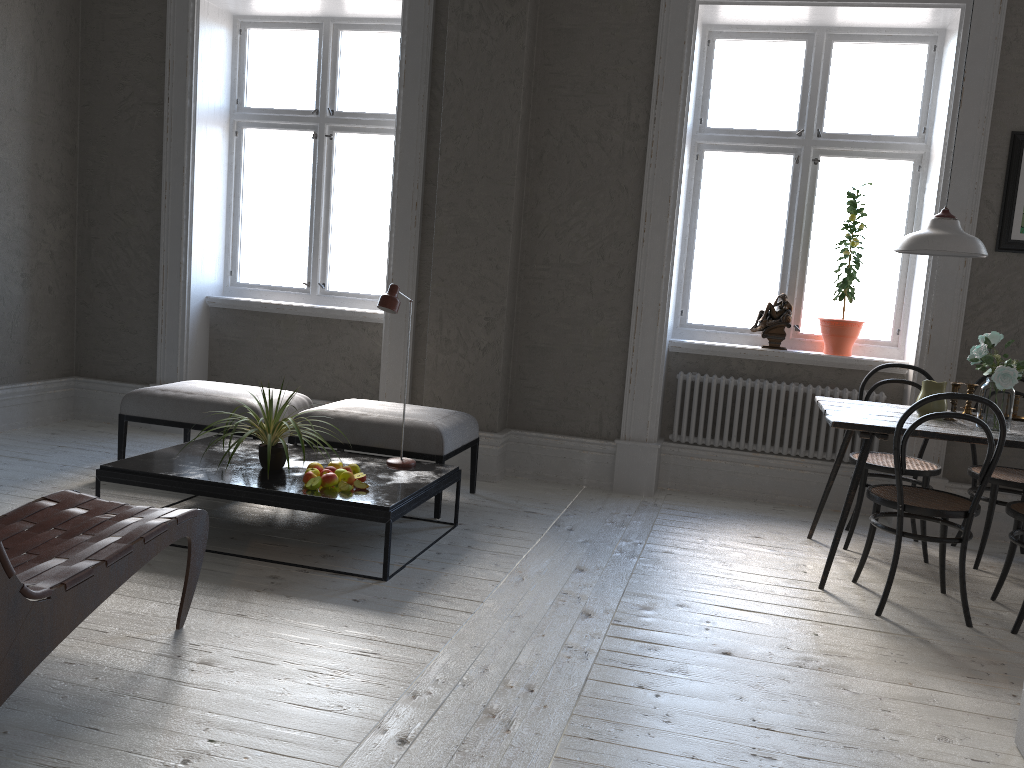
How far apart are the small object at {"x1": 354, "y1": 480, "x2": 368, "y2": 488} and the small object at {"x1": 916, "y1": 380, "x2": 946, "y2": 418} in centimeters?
246cm

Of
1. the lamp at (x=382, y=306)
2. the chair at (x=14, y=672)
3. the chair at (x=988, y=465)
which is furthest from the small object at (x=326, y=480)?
the chair at (x=988, y=465)

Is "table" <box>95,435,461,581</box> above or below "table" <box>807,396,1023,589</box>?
below

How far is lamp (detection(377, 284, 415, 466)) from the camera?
3.94m

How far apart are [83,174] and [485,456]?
3.4 meters

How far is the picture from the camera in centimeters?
450cm

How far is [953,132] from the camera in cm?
455

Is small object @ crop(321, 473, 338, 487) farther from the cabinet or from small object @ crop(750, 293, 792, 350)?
small object @ crop(750, 293, 792, 350)

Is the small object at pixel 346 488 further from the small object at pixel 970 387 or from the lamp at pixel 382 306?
the small object at pixel 970 387

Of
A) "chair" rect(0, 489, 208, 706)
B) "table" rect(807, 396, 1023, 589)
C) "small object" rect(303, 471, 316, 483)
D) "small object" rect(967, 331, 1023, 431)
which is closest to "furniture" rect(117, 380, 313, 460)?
"small object" rect(303, 471, 316, 483)
